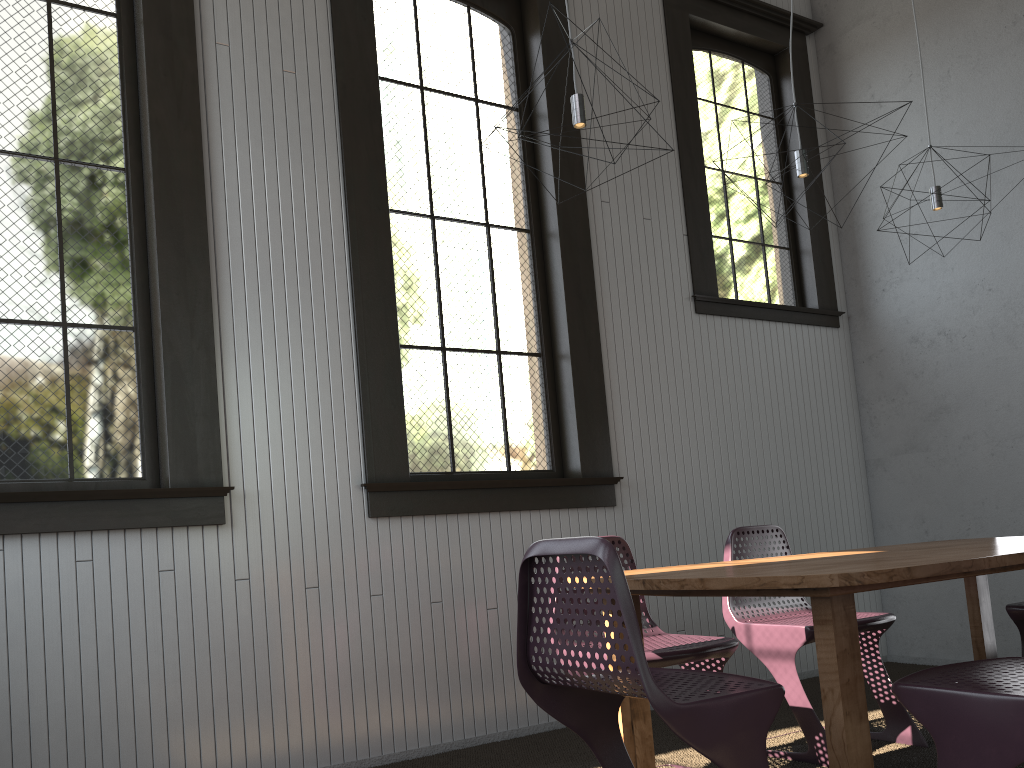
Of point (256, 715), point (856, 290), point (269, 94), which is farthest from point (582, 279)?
point (256, 715)
